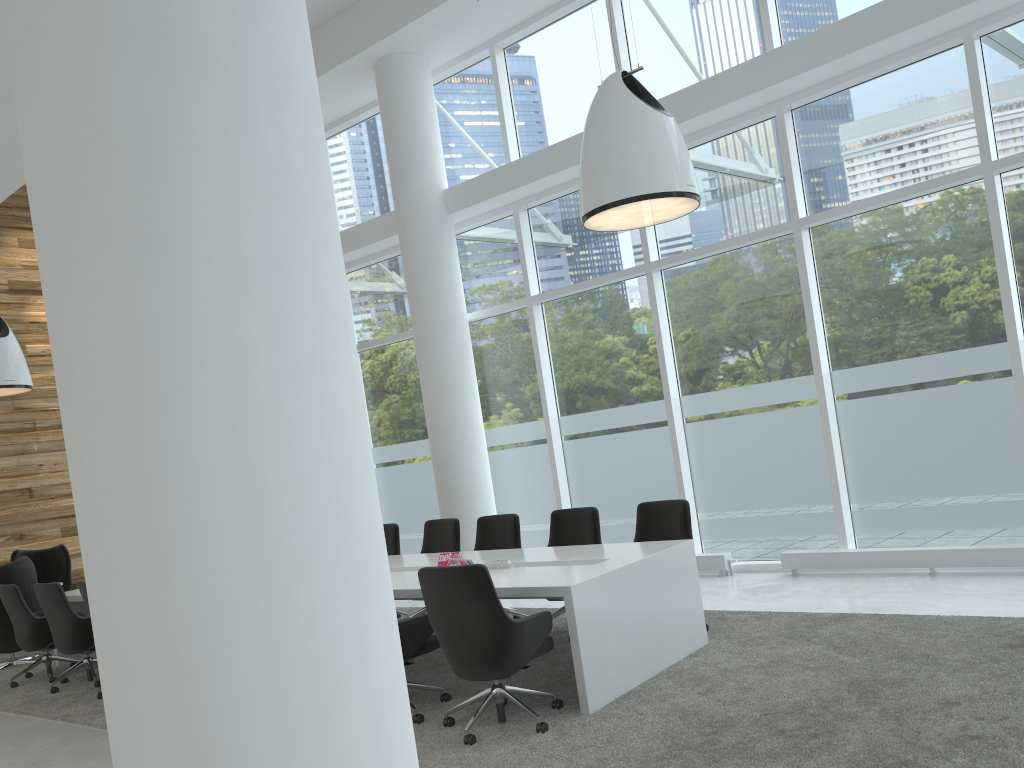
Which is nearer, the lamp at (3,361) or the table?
the table

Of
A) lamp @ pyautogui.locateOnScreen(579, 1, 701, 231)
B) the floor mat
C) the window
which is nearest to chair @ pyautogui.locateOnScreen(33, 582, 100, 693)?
the floor mat

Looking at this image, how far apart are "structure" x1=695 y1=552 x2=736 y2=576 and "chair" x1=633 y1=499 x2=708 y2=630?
2.0m

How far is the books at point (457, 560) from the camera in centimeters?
631cm

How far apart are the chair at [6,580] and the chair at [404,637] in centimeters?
577cm

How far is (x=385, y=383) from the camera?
11.9 meters

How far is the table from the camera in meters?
5.0

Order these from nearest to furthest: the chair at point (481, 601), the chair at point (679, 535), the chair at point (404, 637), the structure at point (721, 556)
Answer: the chair at point (481, 601)
the chair at point (404, 637)
the chair at point (679, 535)
the structure at point (721, 556)

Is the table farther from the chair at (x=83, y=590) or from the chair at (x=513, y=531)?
the chair at (x=83, y=590)

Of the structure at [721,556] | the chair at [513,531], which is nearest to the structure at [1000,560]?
the structure at [721,556]
